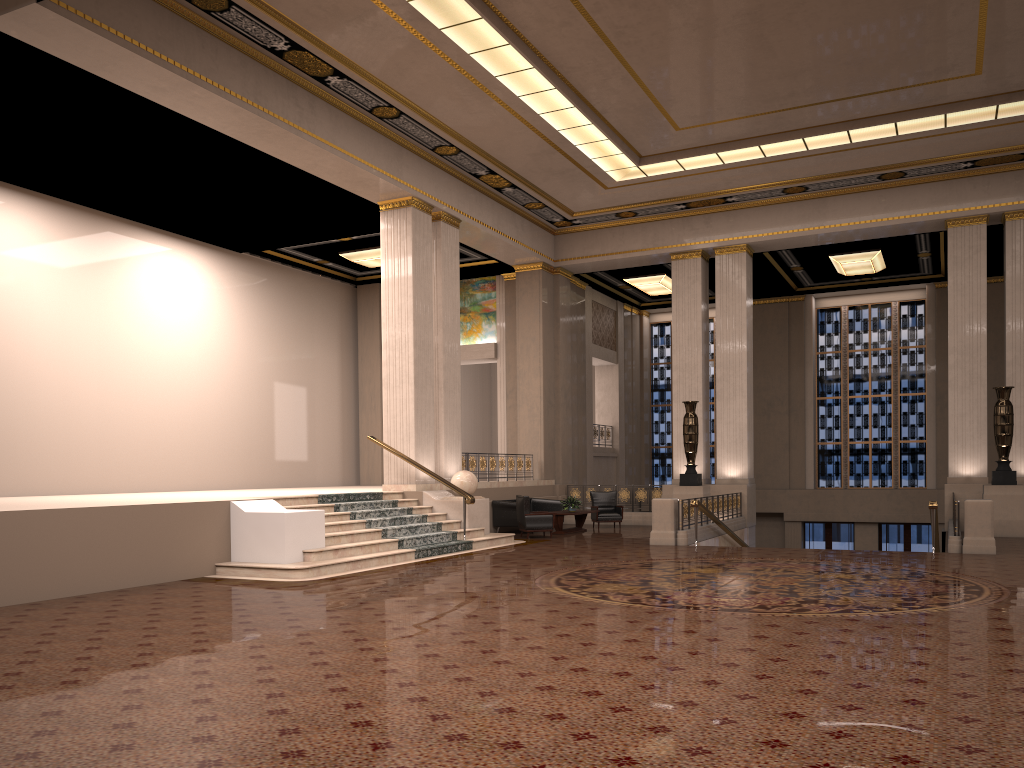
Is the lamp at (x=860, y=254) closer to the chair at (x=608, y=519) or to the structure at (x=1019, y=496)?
the structure at (x=1019, y=496)

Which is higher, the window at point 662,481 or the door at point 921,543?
the window at point 662,481

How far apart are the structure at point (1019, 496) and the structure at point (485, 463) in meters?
9.6

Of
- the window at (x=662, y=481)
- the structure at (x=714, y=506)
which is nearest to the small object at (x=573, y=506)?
the structure at (x=714, y=506)

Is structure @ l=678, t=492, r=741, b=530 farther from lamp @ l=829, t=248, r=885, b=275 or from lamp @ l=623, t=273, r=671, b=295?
lamp @ l=623, t=273, r=671, b=295

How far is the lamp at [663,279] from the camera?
23.95m

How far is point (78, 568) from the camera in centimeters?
958cm

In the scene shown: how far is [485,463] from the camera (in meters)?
19.01

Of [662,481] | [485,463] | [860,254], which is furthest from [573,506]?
[662,481]

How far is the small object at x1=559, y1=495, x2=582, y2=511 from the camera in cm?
1827
